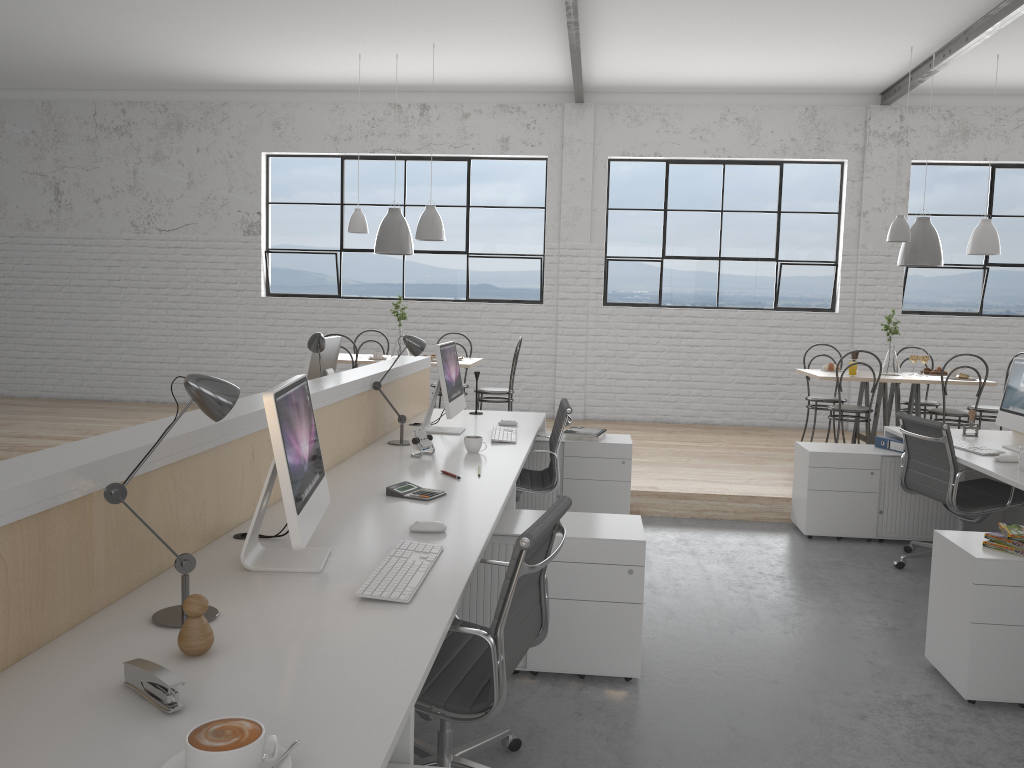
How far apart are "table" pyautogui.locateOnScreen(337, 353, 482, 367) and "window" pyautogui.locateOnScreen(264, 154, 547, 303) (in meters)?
1.48

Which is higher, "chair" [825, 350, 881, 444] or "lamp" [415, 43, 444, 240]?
"lamp" [415, 43, 444, 240]

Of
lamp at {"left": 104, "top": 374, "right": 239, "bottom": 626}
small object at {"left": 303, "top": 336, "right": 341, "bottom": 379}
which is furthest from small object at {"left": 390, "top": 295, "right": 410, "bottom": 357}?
lamp at {"left": 104, "top": 374, "right": 239, "bottom": 626}

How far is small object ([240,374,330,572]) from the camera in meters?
1.6 m

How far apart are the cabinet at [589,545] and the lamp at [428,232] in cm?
315

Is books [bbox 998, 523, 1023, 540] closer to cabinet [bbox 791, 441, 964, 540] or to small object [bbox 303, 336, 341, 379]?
cabinet [bbox 791, 441, 964, 540]

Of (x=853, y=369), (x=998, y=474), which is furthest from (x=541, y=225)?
(x=998, y=474)

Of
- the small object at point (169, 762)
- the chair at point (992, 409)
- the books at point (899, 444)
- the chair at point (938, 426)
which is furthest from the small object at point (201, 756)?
the chair at point (992, 409)

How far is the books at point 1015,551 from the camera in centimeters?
235cm

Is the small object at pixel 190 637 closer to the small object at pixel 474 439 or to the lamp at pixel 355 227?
the small object at pixel 474 439
